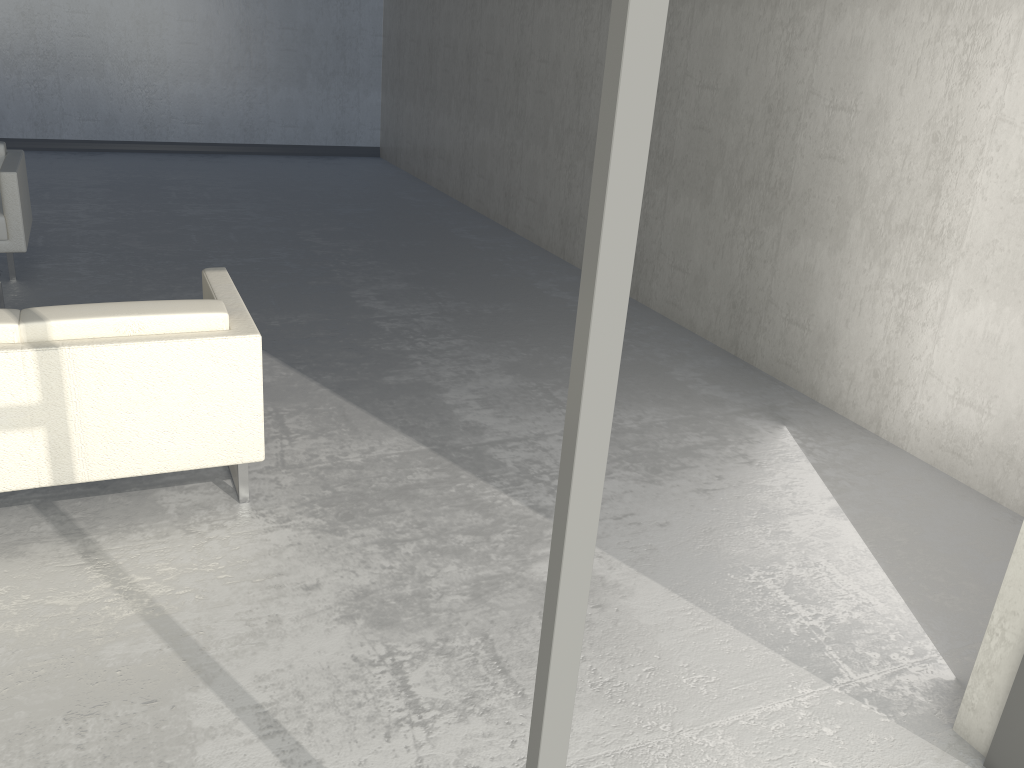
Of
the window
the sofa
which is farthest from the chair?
the window

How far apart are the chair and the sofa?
2.2 meters

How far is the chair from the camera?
4.8 meters

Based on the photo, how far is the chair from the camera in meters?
4.8

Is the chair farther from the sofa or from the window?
the window

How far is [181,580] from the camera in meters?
2.5 m

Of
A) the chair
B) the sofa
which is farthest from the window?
the chair

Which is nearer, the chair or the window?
the window

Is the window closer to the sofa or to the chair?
the sofa

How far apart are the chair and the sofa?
2.2m
